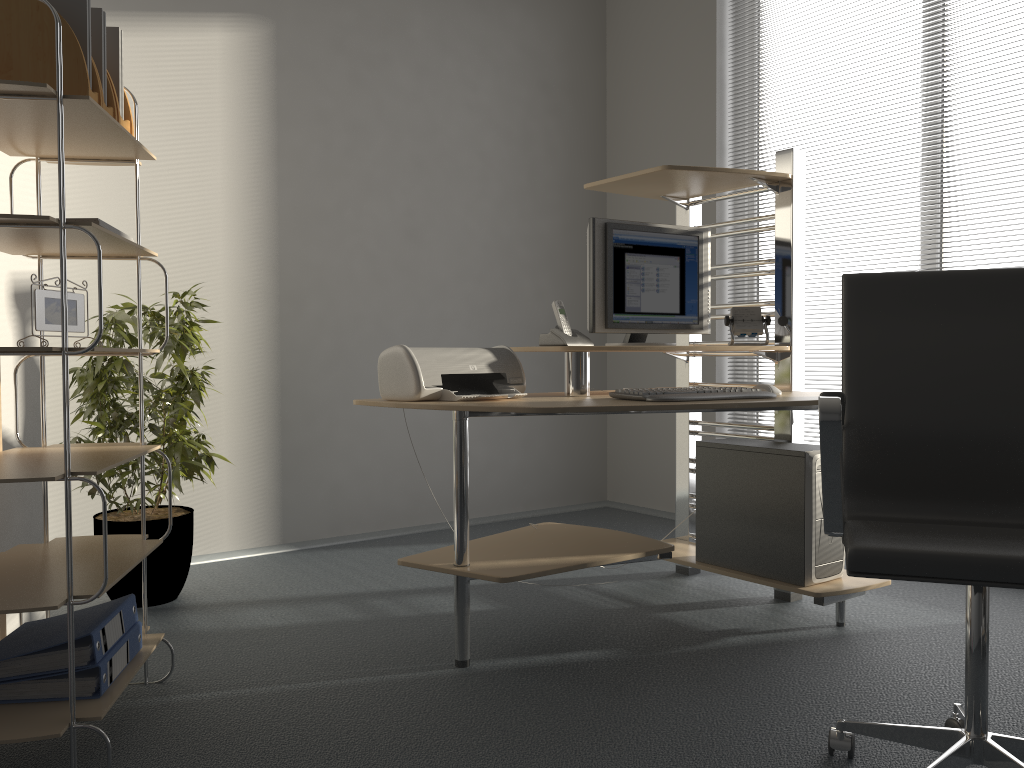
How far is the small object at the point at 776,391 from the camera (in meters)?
2.74

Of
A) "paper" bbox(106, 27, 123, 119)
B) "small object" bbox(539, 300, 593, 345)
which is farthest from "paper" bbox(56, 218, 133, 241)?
"small object" bbox(539, 300, 593, 345)

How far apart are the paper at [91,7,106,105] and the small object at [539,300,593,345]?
1.41m

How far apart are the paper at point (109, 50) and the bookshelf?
0.14m

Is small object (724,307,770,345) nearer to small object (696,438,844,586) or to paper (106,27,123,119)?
small object (696,438,844,586)

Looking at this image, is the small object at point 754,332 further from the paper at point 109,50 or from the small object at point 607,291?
the paper at point 109,50

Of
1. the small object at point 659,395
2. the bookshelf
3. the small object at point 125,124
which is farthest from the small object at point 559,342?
the small object at point 125,124

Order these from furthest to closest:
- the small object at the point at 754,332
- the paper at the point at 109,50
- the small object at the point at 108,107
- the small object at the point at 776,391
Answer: the small object at the point at 754,332 → the small object at the point at 776,391 → the paper at the point at 109,50 → the small object at the point at 108,107

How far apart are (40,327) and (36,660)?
0.71m

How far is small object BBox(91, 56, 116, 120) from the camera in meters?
2.1 m
